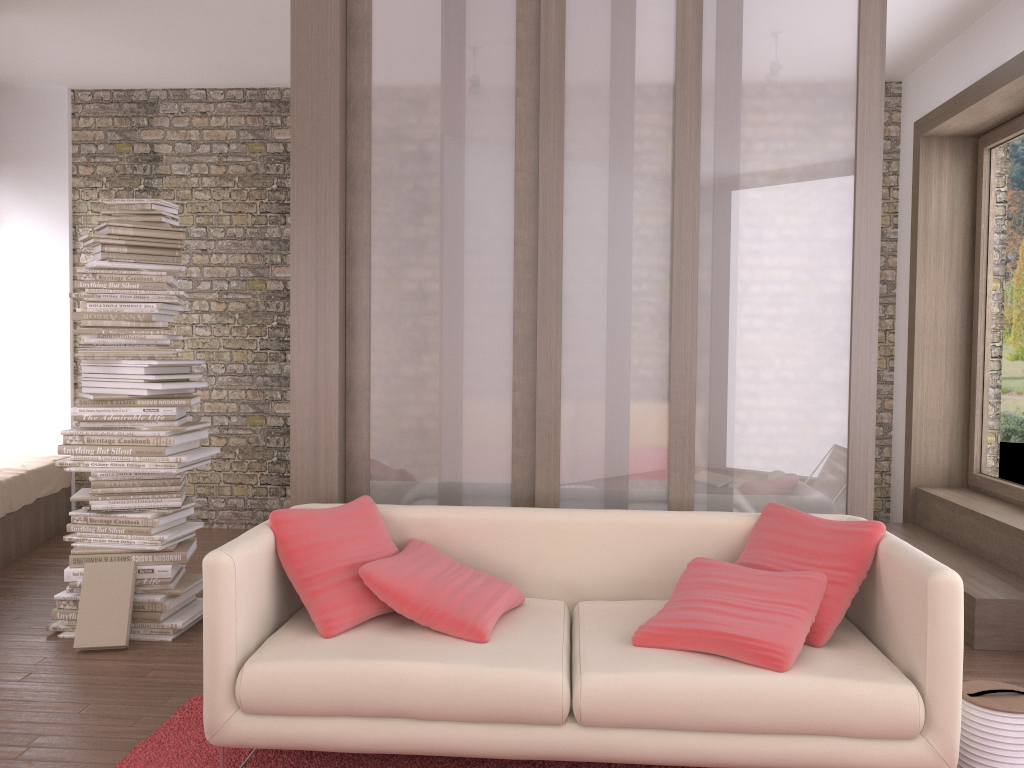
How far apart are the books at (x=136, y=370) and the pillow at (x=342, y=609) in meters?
1.5

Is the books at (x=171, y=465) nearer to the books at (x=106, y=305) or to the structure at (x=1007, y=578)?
the books at (x=106, y=305)

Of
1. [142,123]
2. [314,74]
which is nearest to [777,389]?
[314,74]

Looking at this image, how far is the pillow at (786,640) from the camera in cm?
260

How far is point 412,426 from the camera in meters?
3.7 m

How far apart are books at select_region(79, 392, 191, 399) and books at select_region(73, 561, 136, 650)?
0.78m

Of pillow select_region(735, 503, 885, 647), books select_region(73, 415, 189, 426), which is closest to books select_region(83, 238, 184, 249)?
books select_region(73, 415, 189, 426)

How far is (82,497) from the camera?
4.2m

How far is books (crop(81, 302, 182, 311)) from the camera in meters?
4.2

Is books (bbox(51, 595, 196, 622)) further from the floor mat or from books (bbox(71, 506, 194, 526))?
the floor mat
